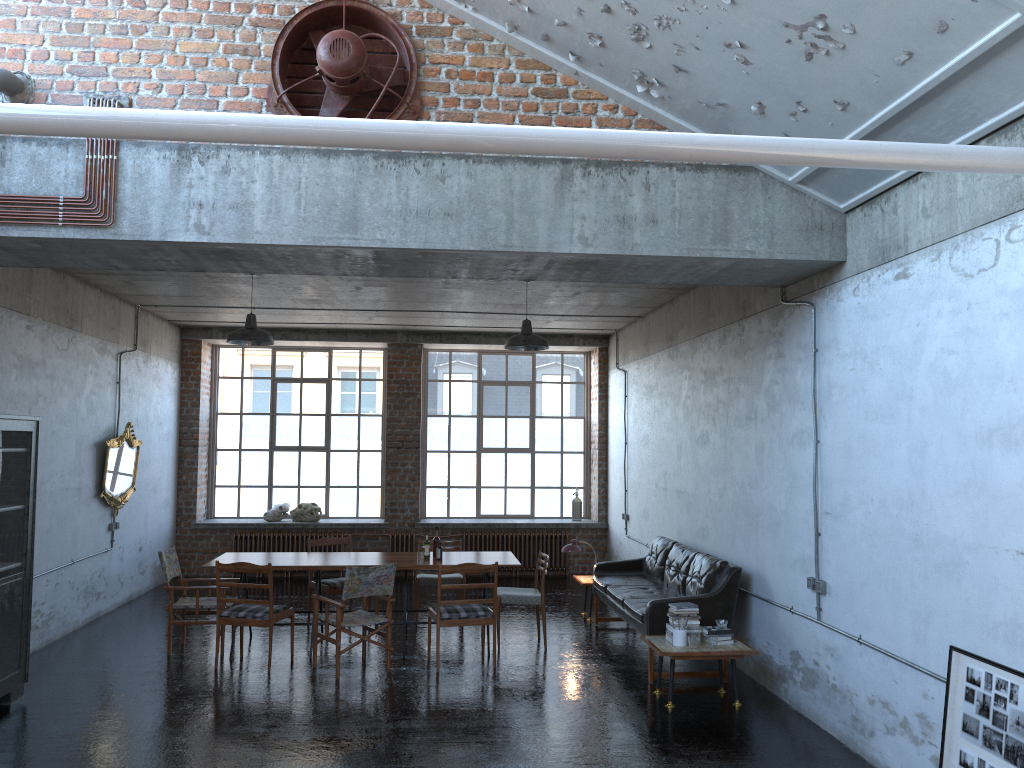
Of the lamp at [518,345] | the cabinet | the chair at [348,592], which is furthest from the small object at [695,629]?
the cabinet

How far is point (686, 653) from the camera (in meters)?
7.05

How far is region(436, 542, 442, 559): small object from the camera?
9.2 meters

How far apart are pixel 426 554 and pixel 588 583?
2.27m

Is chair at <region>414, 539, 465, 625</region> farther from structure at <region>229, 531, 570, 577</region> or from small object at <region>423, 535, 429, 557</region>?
structure at <region>229, 531, 570, 577</region>

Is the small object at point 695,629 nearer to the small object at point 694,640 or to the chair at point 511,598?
the small object at point 694,640

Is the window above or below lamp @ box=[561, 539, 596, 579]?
above

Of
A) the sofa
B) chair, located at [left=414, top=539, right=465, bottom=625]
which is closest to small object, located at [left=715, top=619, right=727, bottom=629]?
the sofa

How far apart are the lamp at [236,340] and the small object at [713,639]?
5.3 meters

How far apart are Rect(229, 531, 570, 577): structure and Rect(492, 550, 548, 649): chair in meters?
4.6
